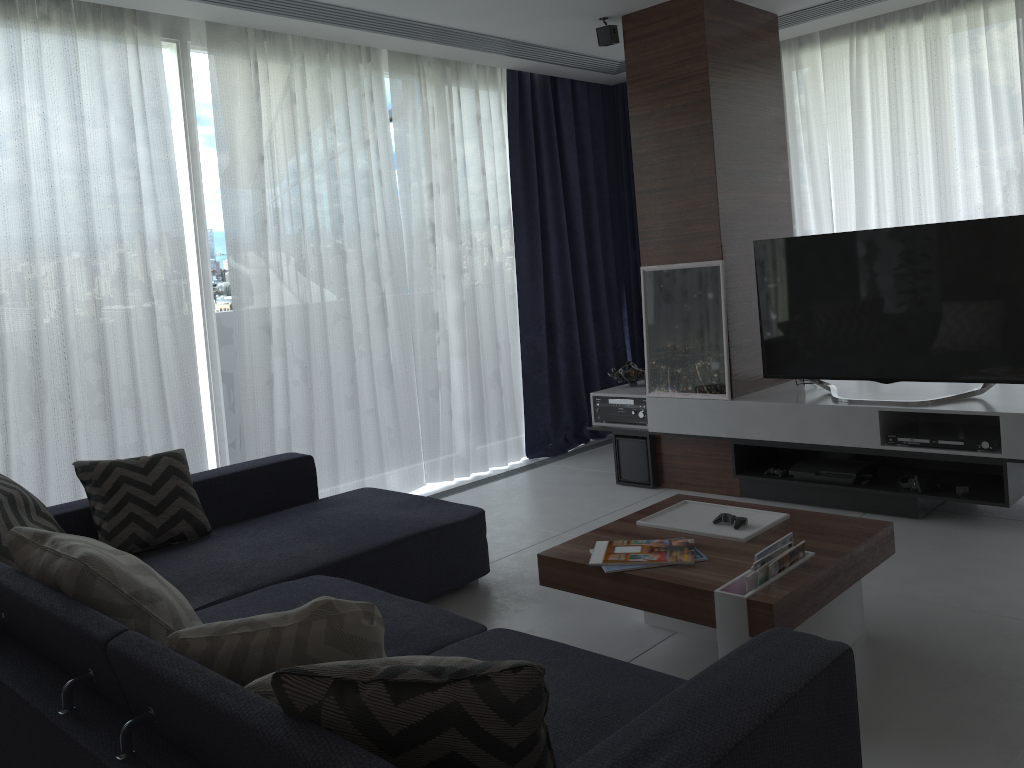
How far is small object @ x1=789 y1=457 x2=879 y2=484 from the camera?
4.1m

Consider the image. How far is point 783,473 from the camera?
4.34m

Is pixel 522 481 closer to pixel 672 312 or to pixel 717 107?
pixel 672 312

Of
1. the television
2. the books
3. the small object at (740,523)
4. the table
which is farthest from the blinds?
the small object at (740,523)

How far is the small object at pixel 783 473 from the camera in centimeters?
434cm

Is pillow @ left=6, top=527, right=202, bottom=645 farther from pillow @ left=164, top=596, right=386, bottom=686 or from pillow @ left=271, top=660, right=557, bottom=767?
pillow @ left=271, top=660, right=557, bottom=767

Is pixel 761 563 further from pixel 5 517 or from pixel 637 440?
pixel 637 440

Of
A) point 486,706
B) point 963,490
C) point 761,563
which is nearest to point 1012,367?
point 963,490

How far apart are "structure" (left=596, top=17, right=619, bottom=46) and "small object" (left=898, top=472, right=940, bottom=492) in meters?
2.6

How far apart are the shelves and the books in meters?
1.6 m
